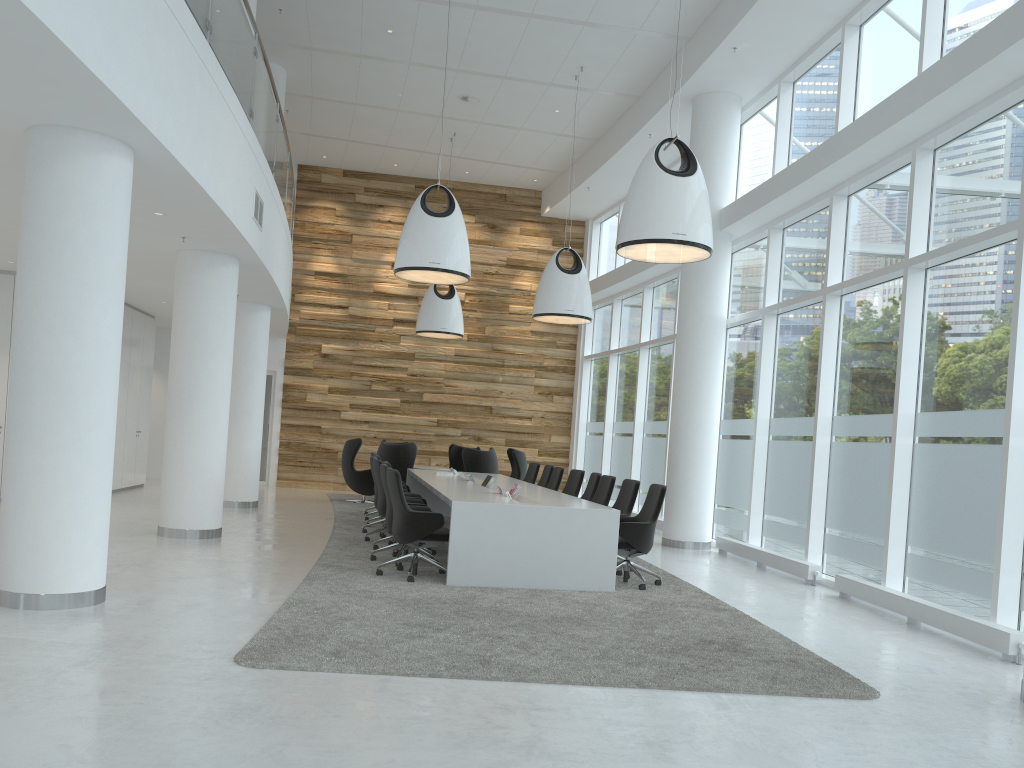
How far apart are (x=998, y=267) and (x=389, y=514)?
5.7 meters

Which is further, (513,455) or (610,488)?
(513,455)

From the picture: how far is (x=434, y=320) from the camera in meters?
15.6

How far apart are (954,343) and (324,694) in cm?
612

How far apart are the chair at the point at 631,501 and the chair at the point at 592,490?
1.2m

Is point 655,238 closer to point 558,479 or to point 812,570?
point 812,570

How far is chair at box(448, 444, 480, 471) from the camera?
17.38m

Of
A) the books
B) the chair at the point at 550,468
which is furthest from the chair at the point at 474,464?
the books

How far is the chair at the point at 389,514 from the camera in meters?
8.6 m

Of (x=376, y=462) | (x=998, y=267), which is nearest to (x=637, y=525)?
(x=376, y=462)
